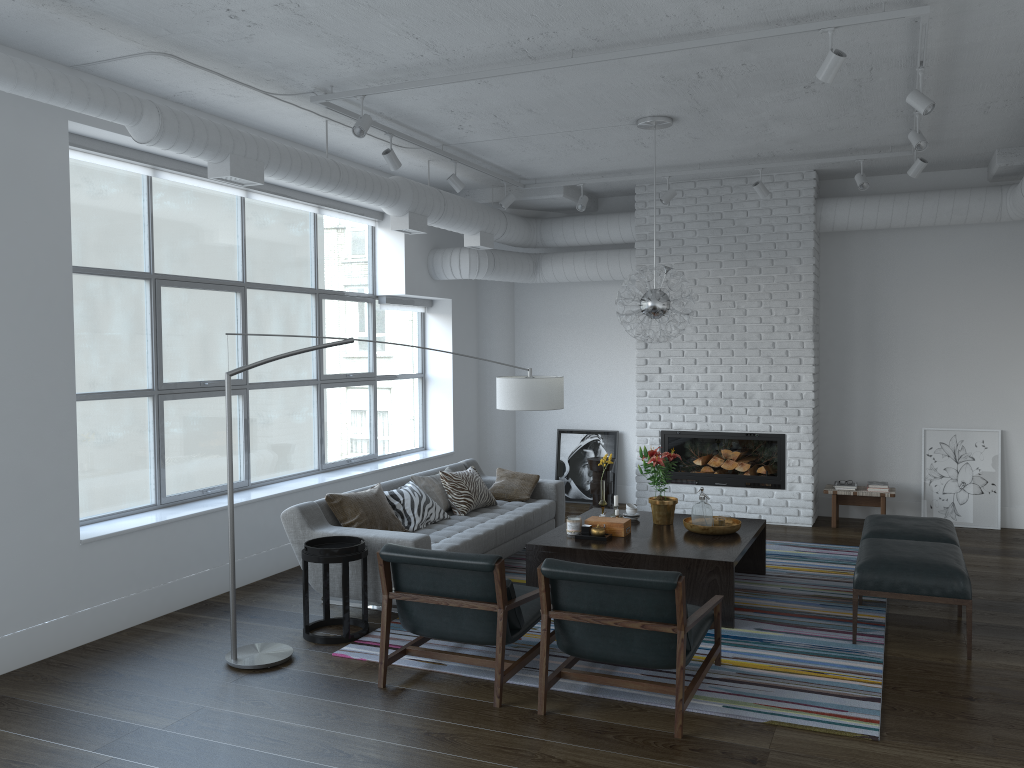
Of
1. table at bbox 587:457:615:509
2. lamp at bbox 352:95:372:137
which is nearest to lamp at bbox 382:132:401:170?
lamp at bbox 352:95:372:137

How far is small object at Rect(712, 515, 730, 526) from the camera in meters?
5.9 m

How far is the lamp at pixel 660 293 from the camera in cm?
598

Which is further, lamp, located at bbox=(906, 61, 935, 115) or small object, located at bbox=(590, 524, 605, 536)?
small object, located at bbox=(590, 524, 605, 536)

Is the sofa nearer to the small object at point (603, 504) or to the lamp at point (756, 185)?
the small object at point (603, 504)

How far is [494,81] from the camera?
5.23m

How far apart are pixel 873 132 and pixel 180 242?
19.00m

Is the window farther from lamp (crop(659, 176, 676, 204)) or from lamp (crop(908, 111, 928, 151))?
lamp (crop(908, 111, 928, 151))

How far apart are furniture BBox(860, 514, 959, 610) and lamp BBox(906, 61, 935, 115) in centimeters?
255cm

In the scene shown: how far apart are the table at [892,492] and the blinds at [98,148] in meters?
4.8
